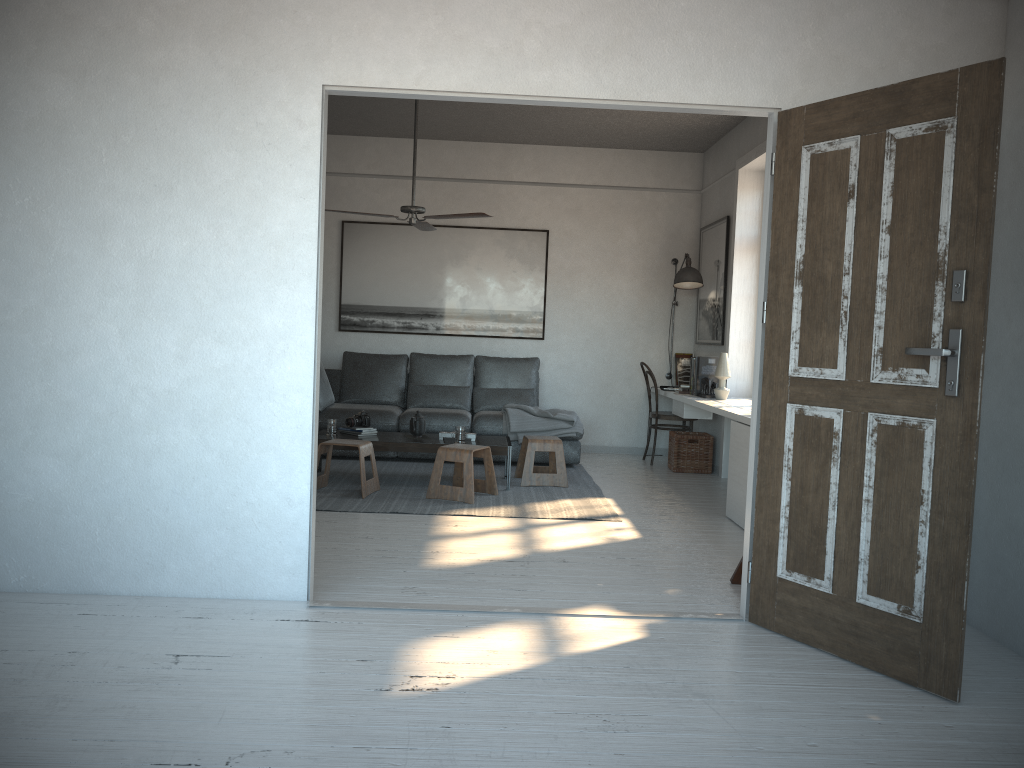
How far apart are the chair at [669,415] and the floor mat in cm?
91

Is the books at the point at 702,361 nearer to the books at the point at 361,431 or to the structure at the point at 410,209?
the structure at the point at 410,209

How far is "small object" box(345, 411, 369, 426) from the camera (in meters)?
6.45

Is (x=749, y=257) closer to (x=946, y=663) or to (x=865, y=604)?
(x=865, y=604)

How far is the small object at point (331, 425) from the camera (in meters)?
6.32

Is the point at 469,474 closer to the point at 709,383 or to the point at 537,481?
the point at 537,481

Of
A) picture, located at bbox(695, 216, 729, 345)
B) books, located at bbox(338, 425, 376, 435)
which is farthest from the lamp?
books, located at bbox(338, 425, 376, 435)

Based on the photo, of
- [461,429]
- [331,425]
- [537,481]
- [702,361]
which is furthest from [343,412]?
[702,361]

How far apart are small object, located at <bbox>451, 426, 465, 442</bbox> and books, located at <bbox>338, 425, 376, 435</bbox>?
0.7m

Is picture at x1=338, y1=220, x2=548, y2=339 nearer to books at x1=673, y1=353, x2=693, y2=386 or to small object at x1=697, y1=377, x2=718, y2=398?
books at x1=673, y1=353, x2=693, y2=386
